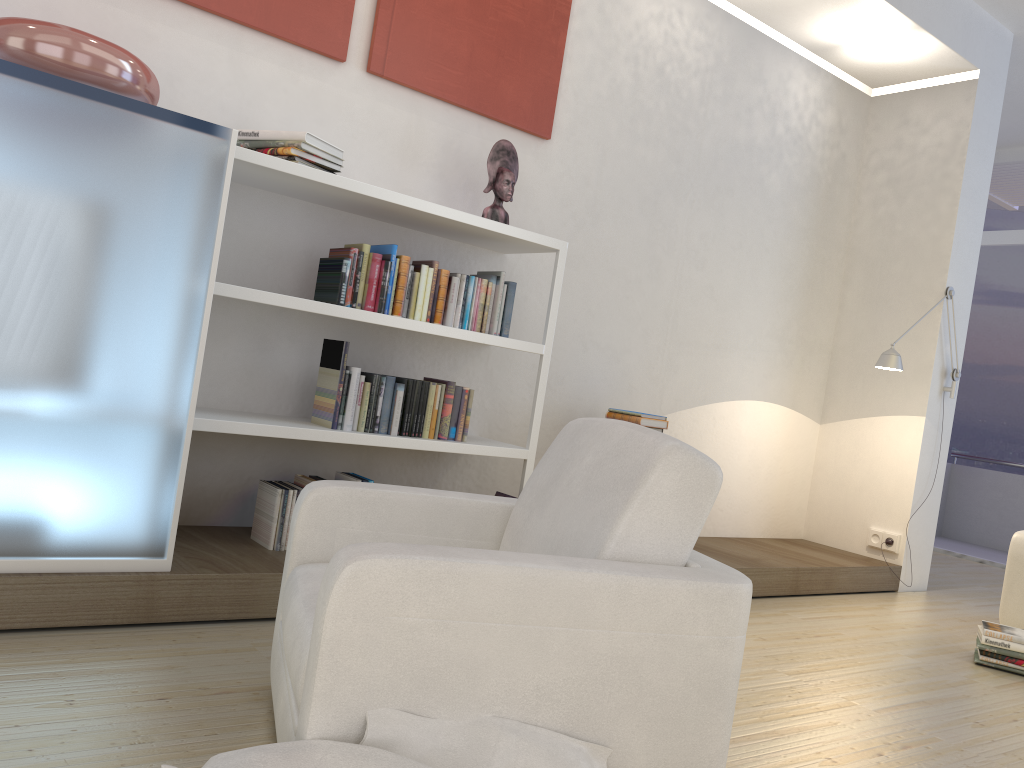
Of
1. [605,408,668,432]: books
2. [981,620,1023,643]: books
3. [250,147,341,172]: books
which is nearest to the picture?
[250,147,341,172]: books

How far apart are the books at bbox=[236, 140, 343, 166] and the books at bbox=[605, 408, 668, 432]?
1.88m

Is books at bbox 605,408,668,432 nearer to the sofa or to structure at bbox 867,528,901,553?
the sofa

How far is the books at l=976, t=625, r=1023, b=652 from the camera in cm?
381

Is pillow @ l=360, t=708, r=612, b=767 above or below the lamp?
Result: below

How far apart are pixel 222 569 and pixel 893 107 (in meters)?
5.15

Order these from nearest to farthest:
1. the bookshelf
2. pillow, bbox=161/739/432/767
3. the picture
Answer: pillow, bbox=161/739/432/767, the bookshelf, the picture

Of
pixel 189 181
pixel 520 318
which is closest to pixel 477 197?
pixel 520 318

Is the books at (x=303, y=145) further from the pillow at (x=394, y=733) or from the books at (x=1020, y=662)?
the books at (x=1020, y=662)

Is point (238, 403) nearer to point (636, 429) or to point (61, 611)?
point (61, 611)
